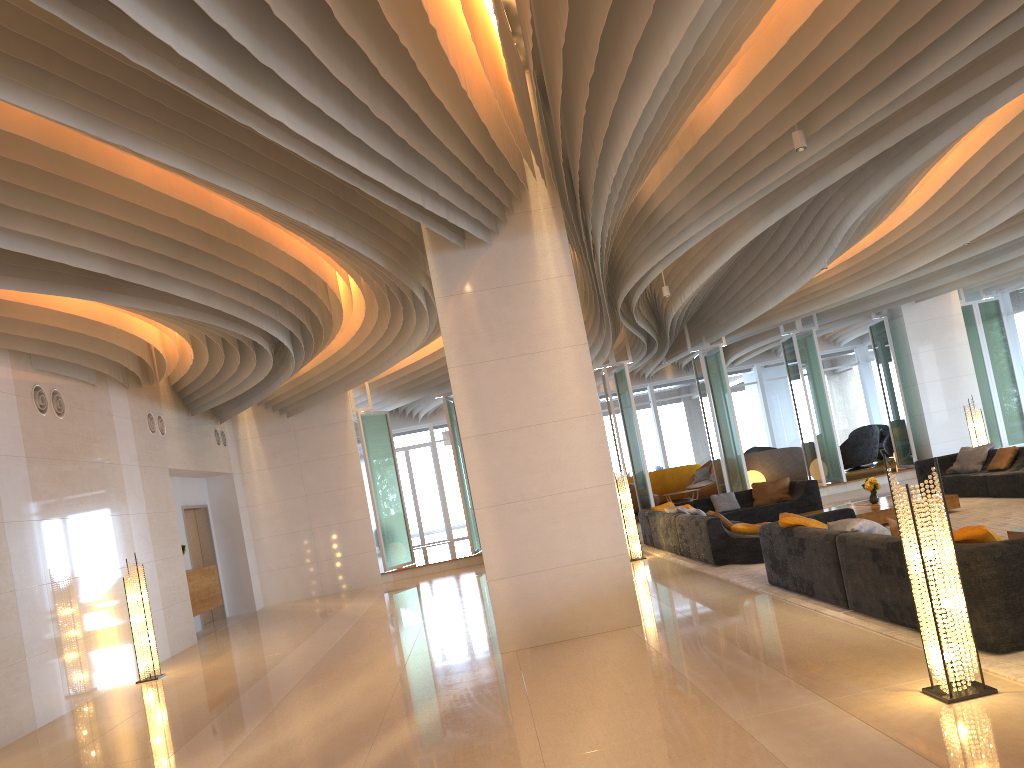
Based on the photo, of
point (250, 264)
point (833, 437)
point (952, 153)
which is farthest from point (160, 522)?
point (833, 437)

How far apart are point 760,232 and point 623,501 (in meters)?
4.98

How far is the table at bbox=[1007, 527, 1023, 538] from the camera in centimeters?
737cm

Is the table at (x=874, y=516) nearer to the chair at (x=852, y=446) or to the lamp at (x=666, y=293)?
the lamp at (x=666, y=293)

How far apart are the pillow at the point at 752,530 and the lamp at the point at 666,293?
3.4 meters

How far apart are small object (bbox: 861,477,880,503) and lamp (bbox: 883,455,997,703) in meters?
8.0 m

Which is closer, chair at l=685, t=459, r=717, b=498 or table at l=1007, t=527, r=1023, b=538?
table at l=1007, t=527, r=1023, b=538

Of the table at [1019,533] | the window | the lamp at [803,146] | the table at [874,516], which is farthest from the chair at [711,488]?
the lamp at [803,146]

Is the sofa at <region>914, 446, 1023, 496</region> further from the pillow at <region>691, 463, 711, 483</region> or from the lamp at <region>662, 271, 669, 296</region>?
the pillow at <region>691, 463, 711, 483</region>

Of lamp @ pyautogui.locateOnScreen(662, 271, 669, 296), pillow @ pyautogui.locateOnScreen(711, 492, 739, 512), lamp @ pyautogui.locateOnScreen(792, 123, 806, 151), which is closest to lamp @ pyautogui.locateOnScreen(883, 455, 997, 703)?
lamp @ pyautogui.locateOnScreen(792, 123, 806, 151)
